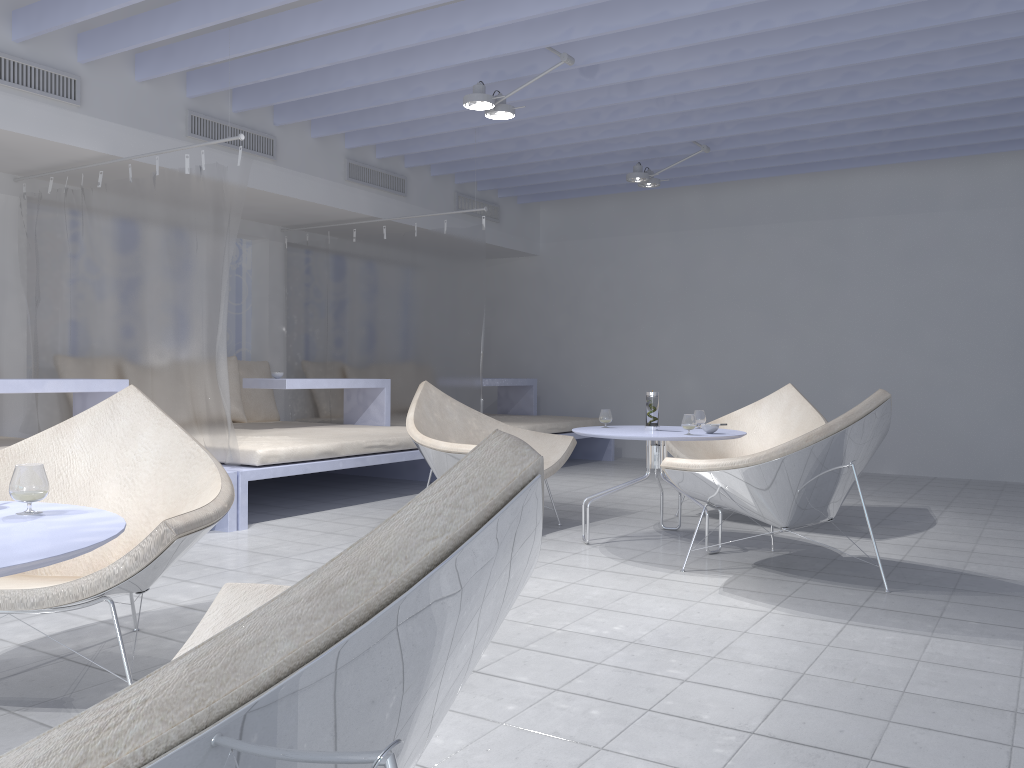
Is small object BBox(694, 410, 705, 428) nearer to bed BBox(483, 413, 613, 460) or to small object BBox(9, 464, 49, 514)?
bed BBox(483, 413, 613, 460)

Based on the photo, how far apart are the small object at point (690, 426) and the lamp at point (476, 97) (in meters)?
1.97

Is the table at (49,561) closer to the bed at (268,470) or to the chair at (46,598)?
the chair at (46,598)

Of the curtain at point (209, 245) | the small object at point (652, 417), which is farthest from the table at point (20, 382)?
the small object at point (652, 417)

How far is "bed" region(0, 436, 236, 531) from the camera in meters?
4.4

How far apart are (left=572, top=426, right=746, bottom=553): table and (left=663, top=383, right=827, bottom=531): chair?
0.6 meters

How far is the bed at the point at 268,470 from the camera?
4.61m

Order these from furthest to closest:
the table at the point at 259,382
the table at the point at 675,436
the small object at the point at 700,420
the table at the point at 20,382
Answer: the table at the point at 259,382
the small object at the point at 700,420
the table at the point at 20,382
the table at the point at 675,436

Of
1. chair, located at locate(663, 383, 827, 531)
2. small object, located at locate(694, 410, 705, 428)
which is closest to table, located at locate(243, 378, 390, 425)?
chair, located at locate(663, 383, 827, 531)

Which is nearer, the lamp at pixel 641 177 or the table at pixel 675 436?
the table at pixel 675 436
